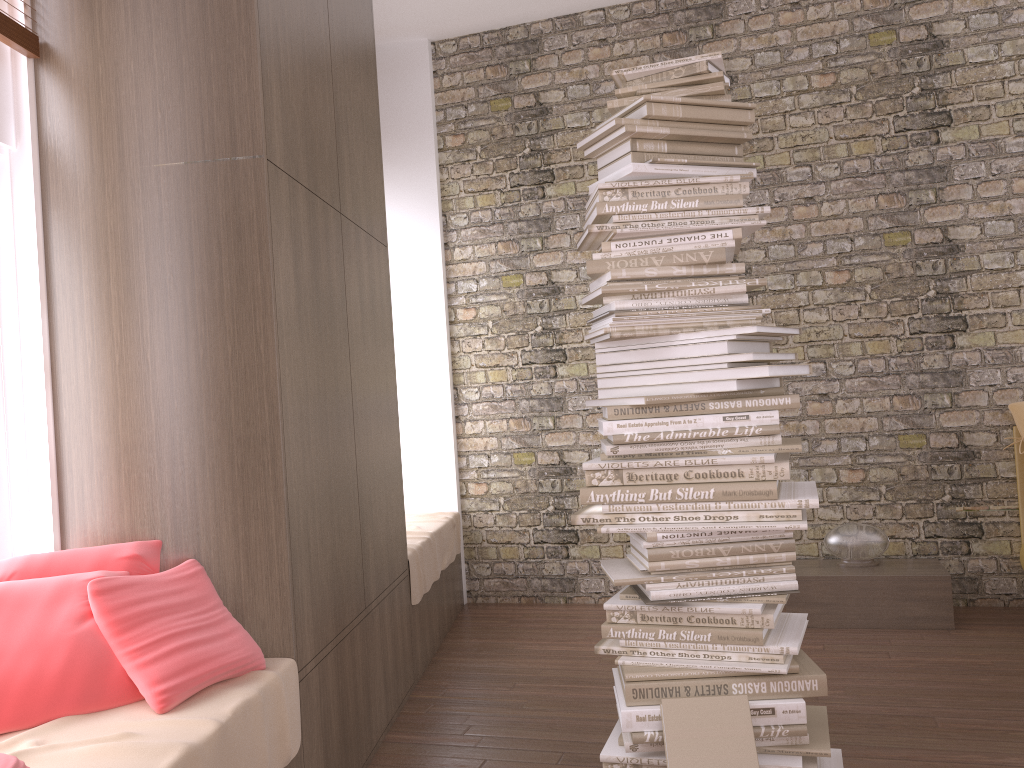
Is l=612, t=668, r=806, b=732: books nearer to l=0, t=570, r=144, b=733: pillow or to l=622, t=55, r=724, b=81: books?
l=0, t=570, r=144, b=733: pillow

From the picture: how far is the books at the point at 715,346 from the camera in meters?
2.4 m

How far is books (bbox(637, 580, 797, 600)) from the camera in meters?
2.4

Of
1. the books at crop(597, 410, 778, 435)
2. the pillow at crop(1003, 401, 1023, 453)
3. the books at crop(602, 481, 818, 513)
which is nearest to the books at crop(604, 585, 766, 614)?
the books at crop(602, 481, 818, 513)

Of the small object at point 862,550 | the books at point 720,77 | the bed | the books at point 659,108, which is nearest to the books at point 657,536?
the books at point 659,108

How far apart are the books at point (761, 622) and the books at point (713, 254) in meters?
0.9

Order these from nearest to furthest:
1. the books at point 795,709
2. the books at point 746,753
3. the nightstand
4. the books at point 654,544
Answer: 1. the books at point 746,753
2. the books at point 795,709
3. the books at point 654,544
4. the nightstand

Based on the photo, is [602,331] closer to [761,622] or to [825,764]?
[761,622]

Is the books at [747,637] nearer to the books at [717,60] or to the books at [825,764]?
the books at [825,764]

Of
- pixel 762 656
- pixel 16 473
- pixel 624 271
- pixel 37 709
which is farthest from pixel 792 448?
pixel 16 473
